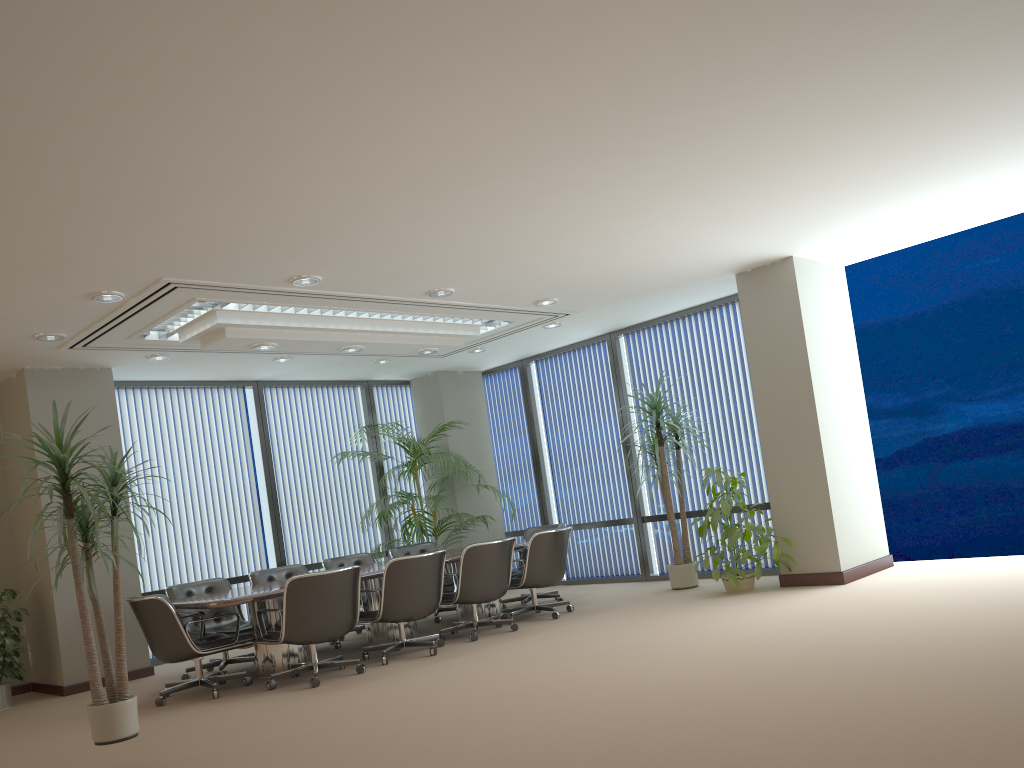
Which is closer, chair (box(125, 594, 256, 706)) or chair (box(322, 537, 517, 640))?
chair (box(125, 594, 256, 706))

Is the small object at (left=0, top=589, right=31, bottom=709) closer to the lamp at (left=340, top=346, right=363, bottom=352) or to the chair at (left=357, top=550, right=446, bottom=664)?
the chair at (left=357, top=550, right=446, bottom=664)

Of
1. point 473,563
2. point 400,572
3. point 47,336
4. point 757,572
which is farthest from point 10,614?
point 757,572

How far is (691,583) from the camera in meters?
9.1

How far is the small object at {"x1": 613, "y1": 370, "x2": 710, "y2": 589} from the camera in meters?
9.1

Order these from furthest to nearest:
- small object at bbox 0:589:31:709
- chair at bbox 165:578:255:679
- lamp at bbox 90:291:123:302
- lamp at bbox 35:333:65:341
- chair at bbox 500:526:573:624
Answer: chair at bbox 500:526:573:624, chair at bbox 165:578:255:679, small object at bbox 0:589:31:709, lamp at bbox 35:333:65:341, lamp at bbox 90:291:123:302

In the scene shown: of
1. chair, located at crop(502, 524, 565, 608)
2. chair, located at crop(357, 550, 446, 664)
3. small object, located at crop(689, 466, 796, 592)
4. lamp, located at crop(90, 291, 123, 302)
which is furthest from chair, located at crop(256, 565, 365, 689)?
small object, located at crop(689, 466, 796, 592)

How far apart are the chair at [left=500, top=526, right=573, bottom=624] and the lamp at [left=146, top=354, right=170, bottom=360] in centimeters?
395cm

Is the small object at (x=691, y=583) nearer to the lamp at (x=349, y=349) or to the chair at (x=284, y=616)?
the lamp at (x=349, y=349)

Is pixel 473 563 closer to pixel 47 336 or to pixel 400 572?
pixel 400 572
